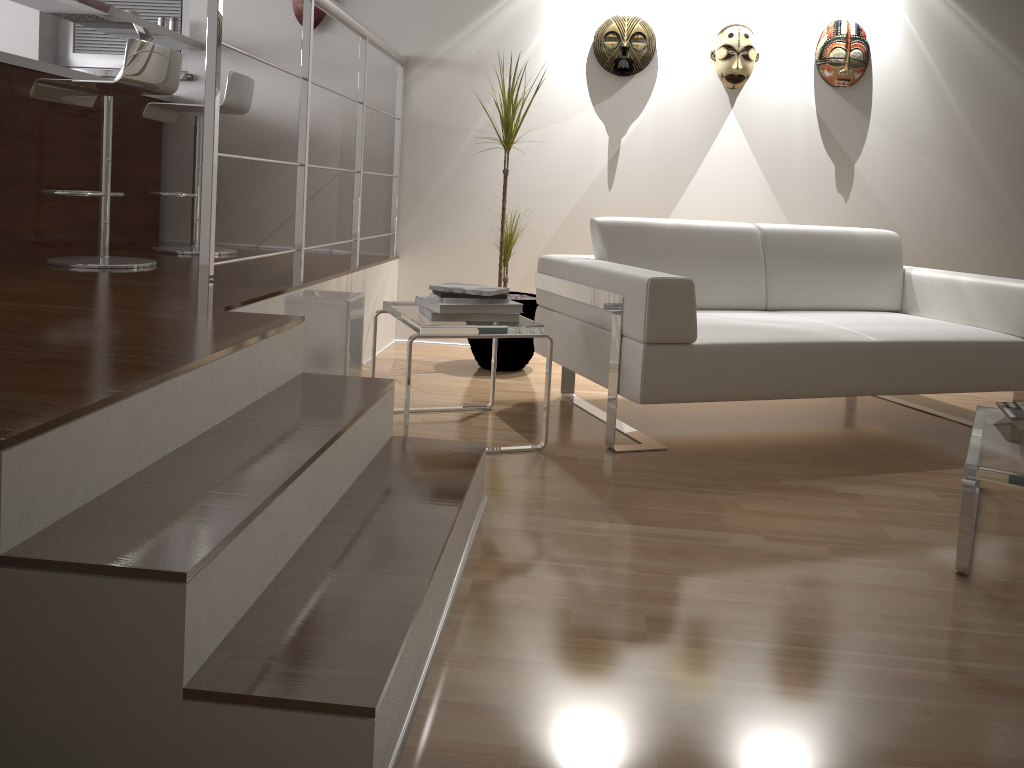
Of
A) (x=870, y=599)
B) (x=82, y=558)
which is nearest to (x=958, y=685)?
(x=870, y=599)

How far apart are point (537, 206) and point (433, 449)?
2.47m

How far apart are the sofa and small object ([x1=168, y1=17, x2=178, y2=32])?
2.46m

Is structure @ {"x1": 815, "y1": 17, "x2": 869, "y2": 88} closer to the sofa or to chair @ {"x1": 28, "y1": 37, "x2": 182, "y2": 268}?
the sofa

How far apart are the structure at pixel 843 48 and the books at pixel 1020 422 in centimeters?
237cm

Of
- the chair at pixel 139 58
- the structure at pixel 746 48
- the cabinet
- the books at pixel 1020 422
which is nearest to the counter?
the cabinet

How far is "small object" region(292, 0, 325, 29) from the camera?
4.3 meters

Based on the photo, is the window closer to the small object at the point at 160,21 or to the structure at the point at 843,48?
the small object at the point at 160,21

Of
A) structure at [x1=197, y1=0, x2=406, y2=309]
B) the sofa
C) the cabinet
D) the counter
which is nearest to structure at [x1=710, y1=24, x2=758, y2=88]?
the sofa

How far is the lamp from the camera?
2.5m
